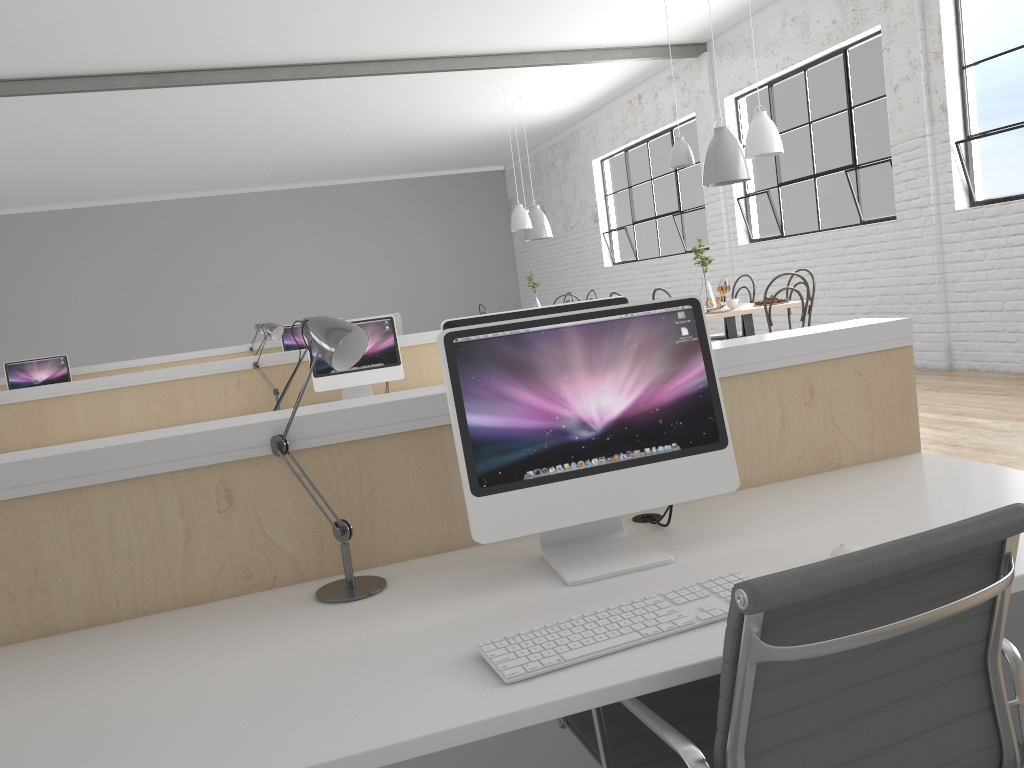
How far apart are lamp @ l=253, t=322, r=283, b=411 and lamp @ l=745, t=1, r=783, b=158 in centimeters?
245cm

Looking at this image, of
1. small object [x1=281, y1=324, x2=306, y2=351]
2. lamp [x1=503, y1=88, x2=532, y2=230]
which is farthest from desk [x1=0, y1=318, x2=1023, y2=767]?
lamp [x1=503, y1=88, x2=532, y2=230]

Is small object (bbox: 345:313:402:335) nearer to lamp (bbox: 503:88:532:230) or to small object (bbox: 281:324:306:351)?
small object (bbox: 281:324:306:351)

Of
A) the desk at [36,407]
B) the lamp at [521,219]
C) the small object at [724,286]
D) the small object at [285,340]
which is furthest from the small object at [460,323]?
the lamp at [521,219]

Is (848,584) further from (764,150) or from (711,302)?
(711,302)

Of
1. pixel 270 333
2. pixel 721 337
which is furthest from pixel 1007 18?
pixel 270 333

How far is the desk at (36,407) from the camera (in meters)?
3.83

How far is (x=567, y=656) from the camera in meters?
1.0 m

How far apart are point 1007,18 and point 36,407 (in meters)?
5.05

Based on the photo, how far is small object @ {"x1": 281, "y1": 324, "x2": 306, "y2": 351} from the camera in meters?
6.7
